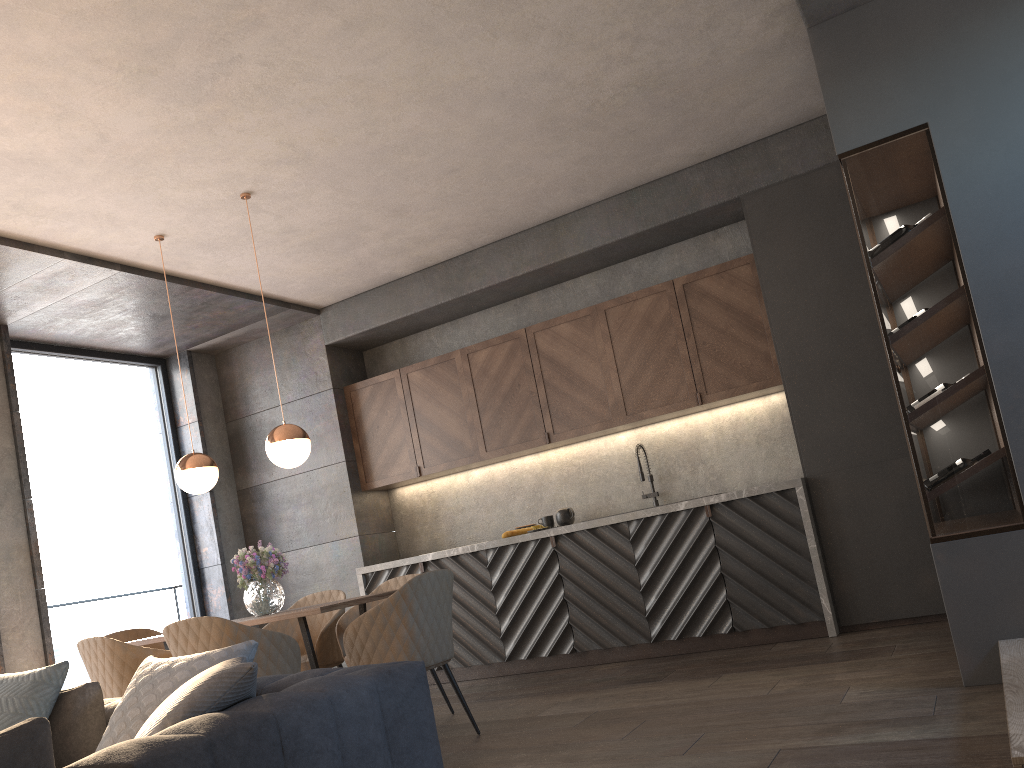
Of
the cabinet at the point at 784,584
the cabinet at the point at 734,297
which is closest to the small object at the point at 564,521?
the cabinet at the point at 784,584

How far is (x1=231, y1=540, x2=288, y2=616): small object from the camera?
4.6 meters

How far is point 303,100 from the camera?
4.17m

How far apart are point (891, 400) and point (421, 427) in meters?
3.4

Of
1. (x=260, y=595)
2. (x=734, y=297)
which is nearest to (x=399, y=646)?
(x=260, y=595)

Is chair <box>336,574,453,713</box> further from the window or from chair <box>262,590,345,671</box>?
the window

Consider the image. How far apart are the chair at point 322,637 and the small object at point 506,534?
1.32m

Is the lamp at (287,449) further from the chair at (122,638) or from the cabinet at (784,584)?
the cabinet at (784,584)

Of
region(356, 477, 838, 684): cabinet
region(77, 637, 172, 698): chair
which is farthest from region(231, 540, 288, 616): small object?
region(356, 477, 838, 684): cabinet

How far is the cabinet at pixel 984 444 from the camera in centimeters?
339cm
